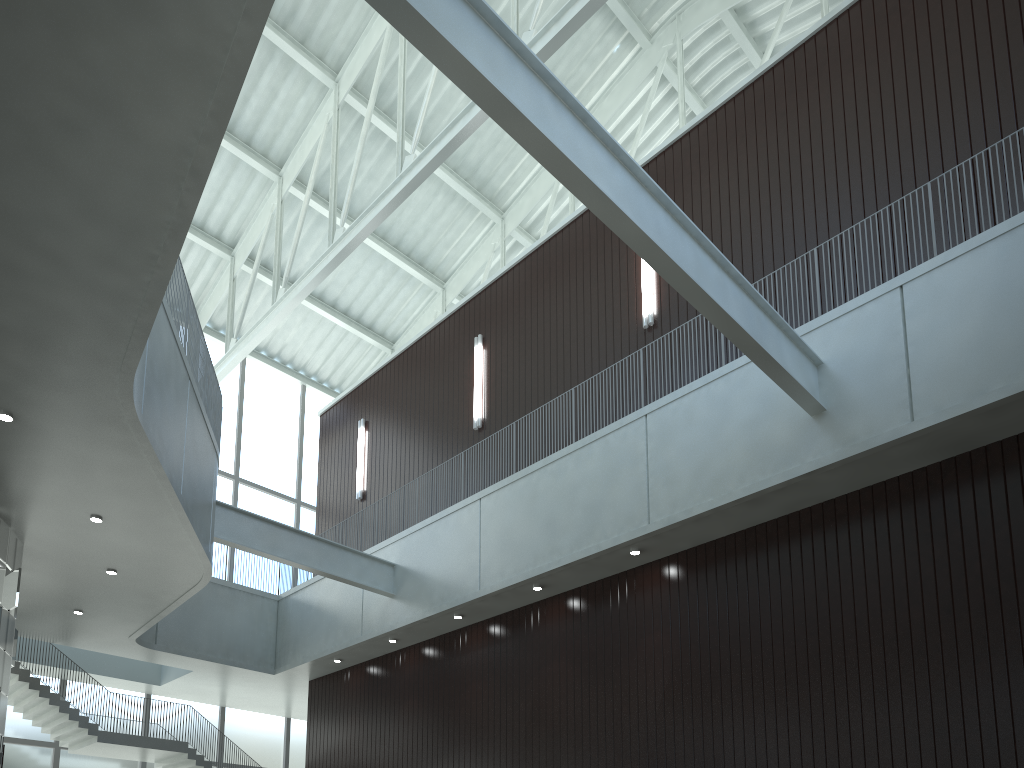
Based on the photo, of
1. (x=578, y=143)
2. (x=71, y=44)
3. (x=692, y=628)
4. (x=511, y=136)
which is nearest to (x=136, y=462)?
(x=71, y=44)

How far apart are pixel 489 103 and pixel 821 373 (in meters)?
23.49

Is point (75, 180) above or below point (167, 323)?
below

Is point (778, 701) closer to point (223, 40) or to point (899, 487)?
point (899, 487)

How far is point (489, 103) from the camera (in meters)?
28.79
